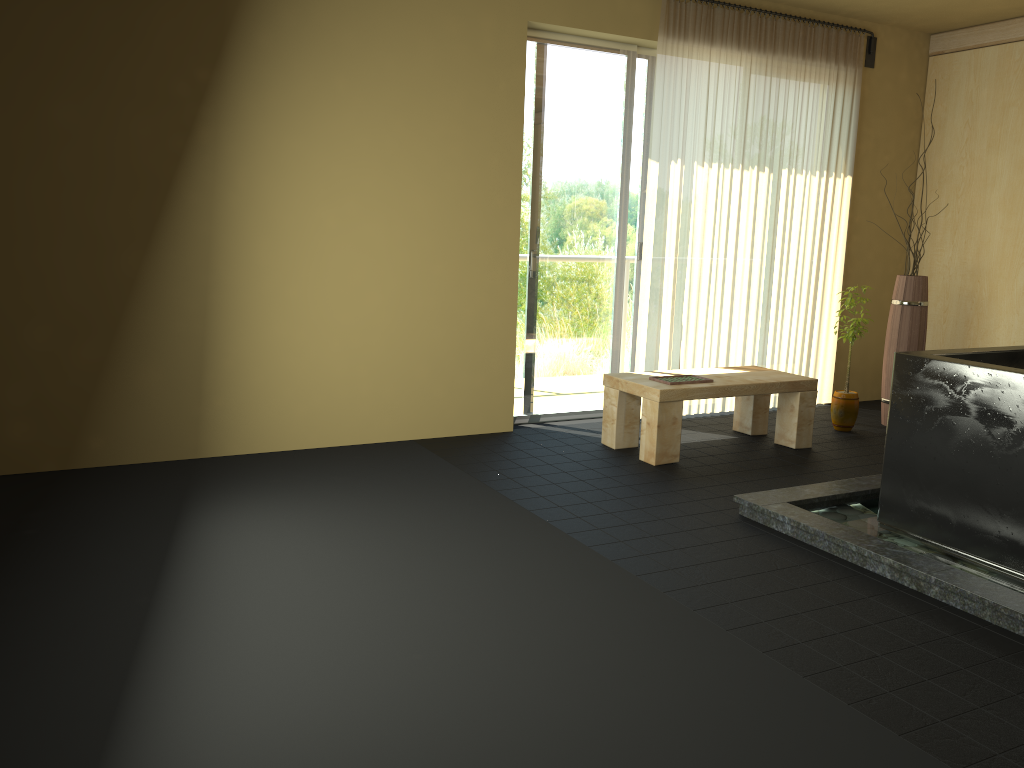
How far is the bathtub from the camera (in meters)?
3.14

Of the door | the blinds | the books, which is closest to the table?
the books

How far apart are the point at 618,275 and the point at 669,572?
2.8m

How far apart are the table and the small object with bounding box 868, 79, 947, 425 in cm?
96

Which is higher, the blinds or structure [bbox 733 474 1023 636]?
the blinds

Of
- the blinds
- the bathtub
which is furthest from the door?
the bathtub

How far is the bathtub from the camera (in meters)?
3.14

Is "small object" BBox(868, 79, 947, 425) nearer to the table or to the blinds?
the blinds

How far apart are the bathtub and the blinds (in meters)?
2.12

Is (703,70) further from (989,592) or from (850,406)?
(989,592)
